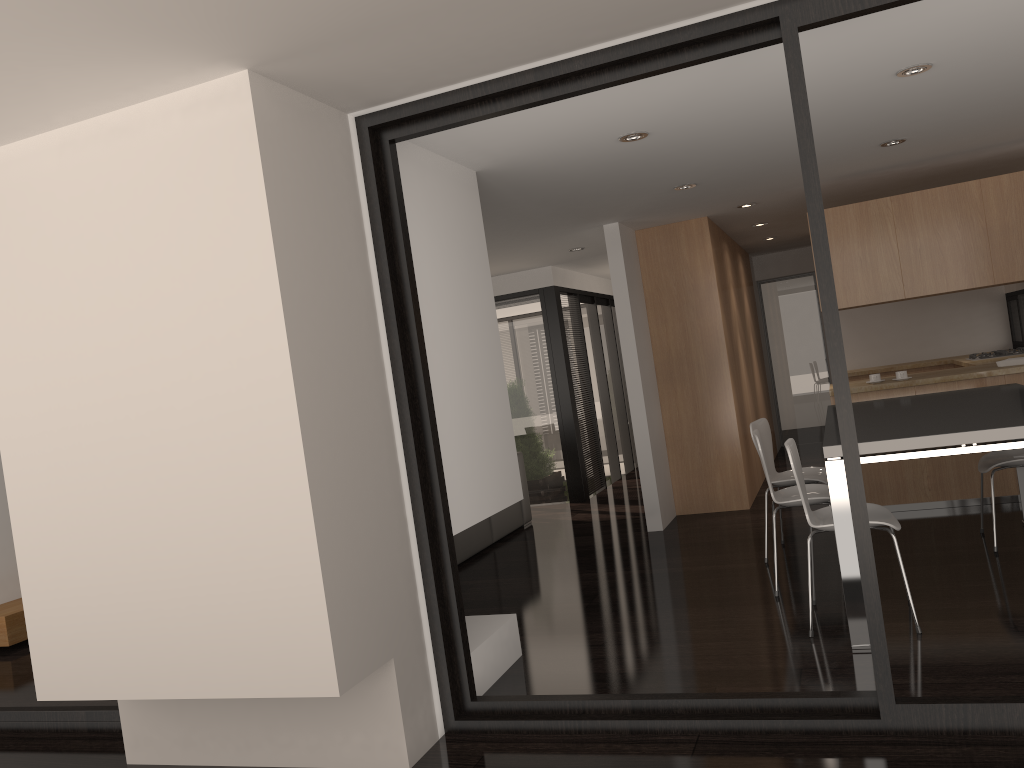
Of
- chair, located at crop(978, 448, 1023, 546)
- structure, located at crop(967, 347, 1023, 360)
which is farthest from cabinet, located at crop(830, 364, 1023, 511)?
structure, located at crop(967, 347, 1023, 360)

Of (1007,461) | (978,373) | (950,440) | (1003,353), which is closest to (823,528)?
(950,440)

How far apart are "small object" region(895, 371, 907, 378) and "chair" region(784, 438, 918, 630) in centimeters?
245cm

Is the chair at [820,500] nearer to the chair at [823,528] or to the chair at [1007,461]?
the chair at [823,528]

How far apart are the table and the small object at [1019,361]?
1.0 meters

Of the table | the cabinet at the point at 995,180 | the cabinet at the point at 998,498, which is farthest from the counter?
the table

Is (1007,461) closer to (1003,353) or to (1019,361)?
(1019,361)

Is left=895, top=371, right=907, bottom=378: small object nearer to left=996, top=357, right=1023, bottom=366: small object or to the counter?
the counter

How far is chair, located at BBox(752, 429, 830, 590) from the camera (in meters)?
4.57

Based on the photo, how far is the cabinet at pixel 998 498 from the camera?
6.04m
